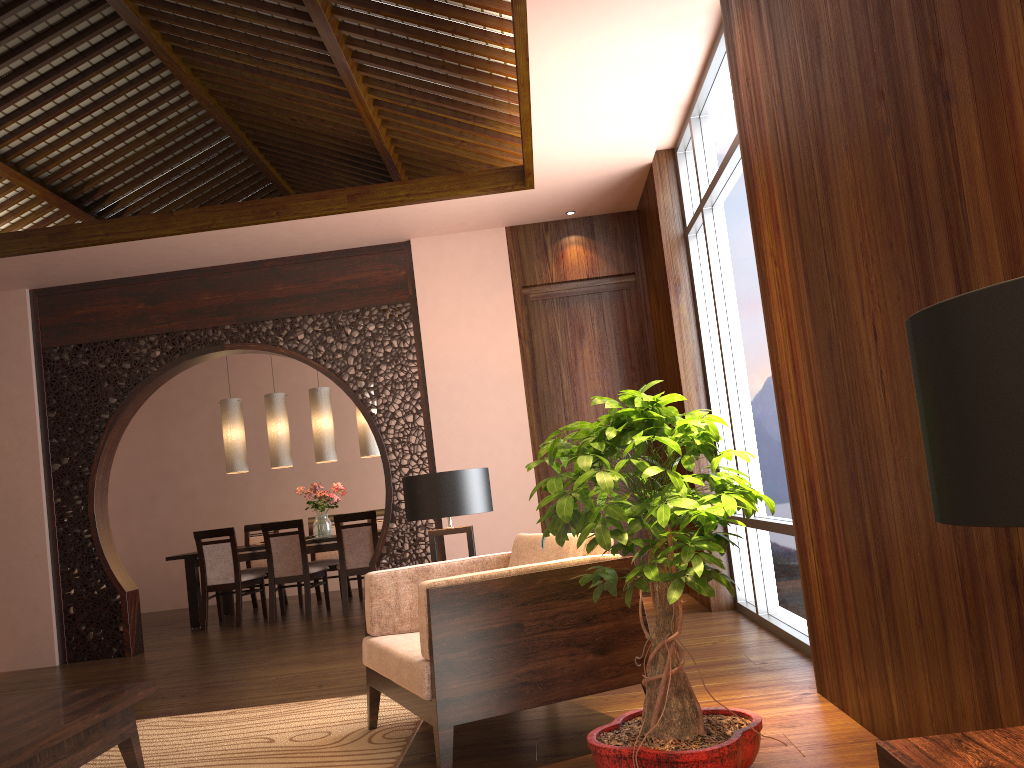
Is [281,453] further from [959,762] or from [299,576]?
[959,762]

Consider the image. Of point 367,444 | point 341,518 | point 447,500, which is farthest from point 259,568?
point 447,500

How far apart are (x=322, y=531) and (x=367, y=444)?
0.90m

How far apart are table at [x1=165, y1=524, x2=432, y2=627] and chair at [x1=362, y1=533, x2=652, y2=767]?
4.5 meters

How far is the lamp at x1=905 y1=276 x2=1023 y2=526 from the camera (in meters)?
0.79

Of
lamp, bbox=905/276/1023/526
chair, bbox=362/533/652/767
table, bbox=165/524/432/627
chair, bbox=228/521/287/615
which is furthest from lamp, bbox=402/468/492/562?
chair, bbox=228/521/287/615

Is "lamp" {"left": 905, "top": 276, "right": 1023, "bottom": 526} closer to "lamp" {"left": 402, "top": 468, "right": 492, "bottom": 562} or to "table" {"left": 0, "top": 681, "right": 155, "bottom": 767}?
"table" {"left": 0, "top": 681, "right": 155, "bottom": 767}

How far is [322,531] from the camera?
8.16m

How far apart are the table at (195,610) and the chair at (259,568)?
0.4m

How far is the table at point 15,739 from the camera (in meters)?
2.42
